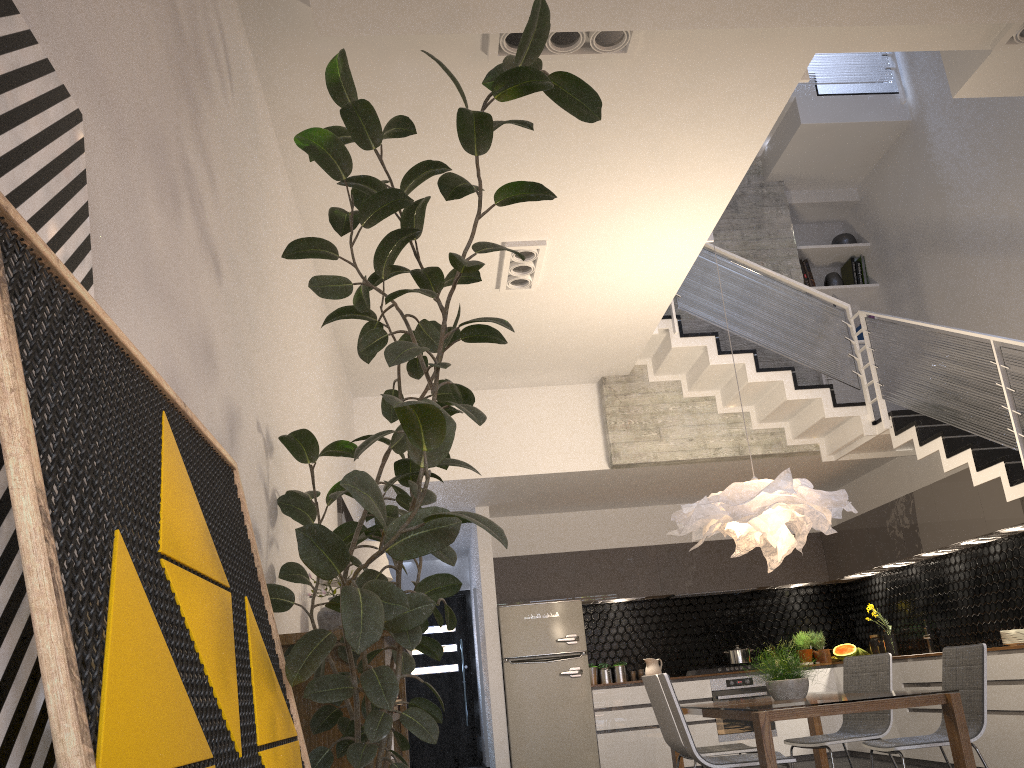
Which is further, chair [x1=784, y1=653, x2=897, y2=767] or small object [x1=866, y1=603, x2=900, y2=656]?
small object [x1=866, y1=603, x2=900, y2=656]

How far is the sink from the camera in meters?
7.9 m

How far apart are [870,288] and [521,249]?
4.76m

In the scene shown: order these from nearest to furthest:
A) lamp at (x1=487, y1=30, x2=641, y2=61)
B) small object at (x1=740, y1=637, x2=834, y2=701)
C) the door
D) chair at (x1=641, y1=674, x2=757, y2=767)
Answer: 1. lamp at (x1=487, y1=30, x2=641, y2=61)
2. small object at (x1=740, y1=637, x2=834, y2=701)
3. chair at (x1=641, y1=674, x2=757, y2=767)
4. the door

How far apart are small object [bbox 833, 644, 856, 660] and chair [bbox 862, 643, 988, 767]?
4.37m

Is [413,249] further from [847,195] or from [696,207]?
[847,195]

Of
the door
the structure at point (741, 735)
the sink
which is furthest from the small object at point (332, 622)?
the door

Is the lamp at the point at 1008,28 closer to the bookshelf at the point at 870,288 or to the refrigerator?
the bookshelf at the point at 870,288

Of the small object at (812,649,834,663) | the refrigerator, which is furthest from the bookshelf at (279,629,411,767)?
the small object at (812,649,834,663)

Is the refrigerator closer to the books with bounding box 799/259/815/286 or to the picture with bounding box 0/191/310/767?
the books with bounding box 799/259/815/286
